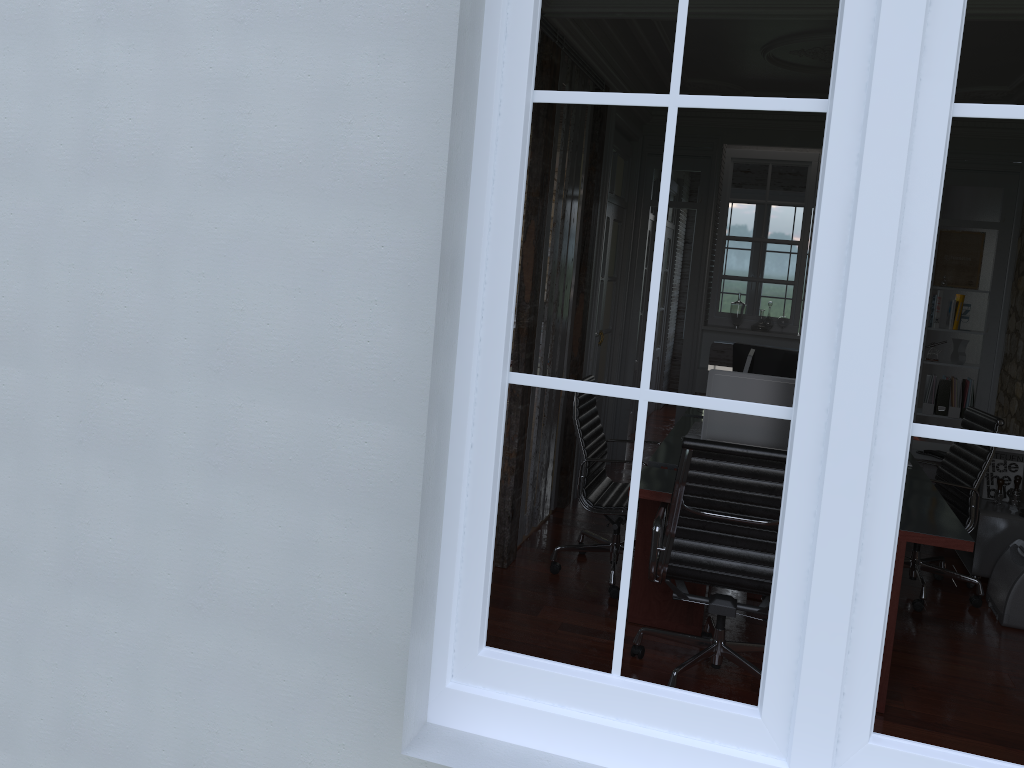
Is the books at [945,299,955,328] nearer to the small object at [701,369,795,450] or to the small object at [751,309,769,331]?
the small object at [751,309,769,331]

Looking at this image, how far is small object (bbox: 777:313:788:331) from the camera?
7.1m

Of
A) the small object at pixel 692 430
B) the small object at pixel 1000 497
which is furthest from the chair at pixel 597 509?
the small object at pixel 1000 497

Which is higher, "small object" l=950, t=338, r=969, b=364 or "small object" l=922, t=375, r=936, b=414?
"small object" l=950, t=338, r=969, b=364

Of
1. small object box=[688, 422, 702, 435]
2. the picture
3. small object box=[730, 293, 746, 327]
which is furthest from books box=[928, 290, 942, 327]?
small object box=[688, 422, 702, 435]

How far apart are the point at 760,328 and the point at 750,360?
2.37m

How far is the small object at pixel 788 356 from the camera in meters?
5.3 m

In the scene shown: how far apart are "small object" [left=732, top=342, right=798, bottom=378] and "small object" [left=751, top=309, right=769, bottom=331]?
1.5m

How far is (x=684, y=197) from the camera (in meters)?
7.09

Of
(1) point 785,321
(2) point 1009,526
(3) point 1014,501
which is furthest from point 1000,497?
(1) point 785,321
